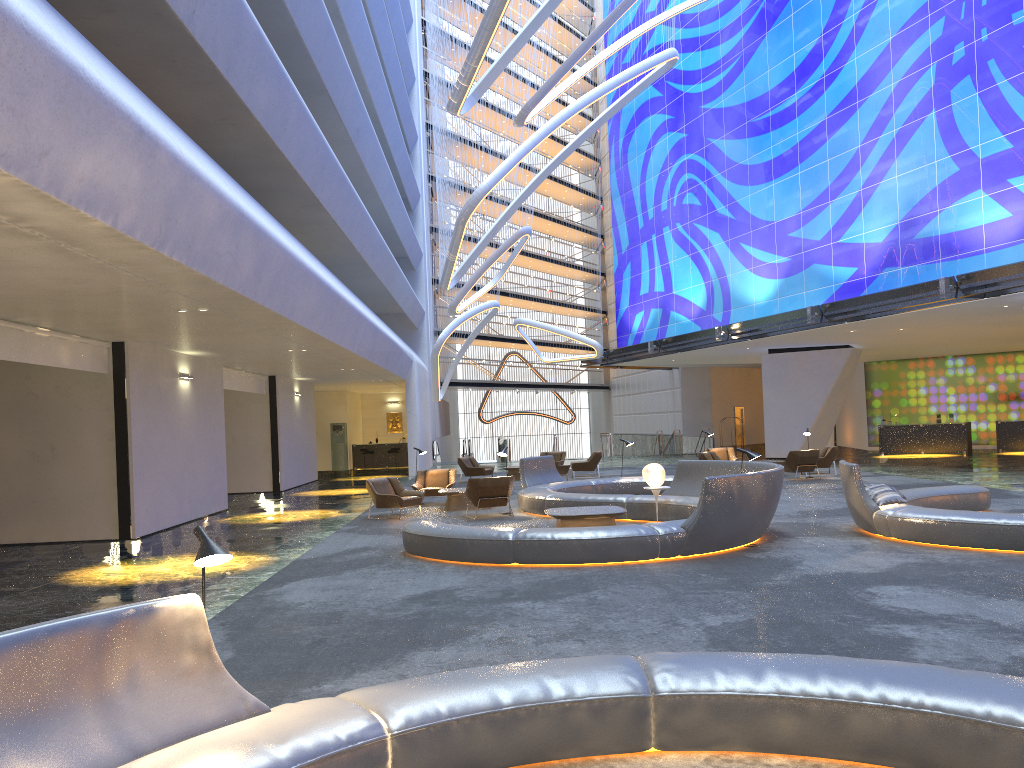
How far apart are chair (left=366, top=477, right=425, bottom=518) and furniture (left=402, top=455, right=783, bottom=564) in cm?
196

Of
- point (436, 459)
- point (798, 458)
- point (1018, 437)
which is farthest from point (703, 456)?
point (436, 459)

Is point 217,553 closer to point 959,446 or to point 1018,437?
point 959,446

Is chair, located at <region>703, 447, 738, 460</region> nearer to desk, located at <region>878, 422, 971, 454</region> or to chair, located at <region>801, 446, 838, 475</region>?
chair, located at <region>801, 446, 838, 475</region>

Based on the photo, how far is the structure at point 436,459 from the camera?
39.2m

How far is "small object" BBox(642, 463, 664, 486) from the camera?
14.08m

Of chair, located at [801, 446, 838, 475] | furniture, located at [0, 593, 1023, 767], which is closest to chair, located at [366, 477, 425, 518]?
chair, located at [801, 446, 838, 475]

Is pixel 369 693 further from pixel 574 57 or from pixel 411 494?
pixel 574 57

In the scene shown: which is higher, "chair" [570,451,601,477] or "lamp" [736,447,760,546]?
"lamp" [736,447,760,546]

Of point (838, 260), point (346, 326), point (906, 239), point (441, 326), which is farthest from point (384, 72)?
point (906, 239)
